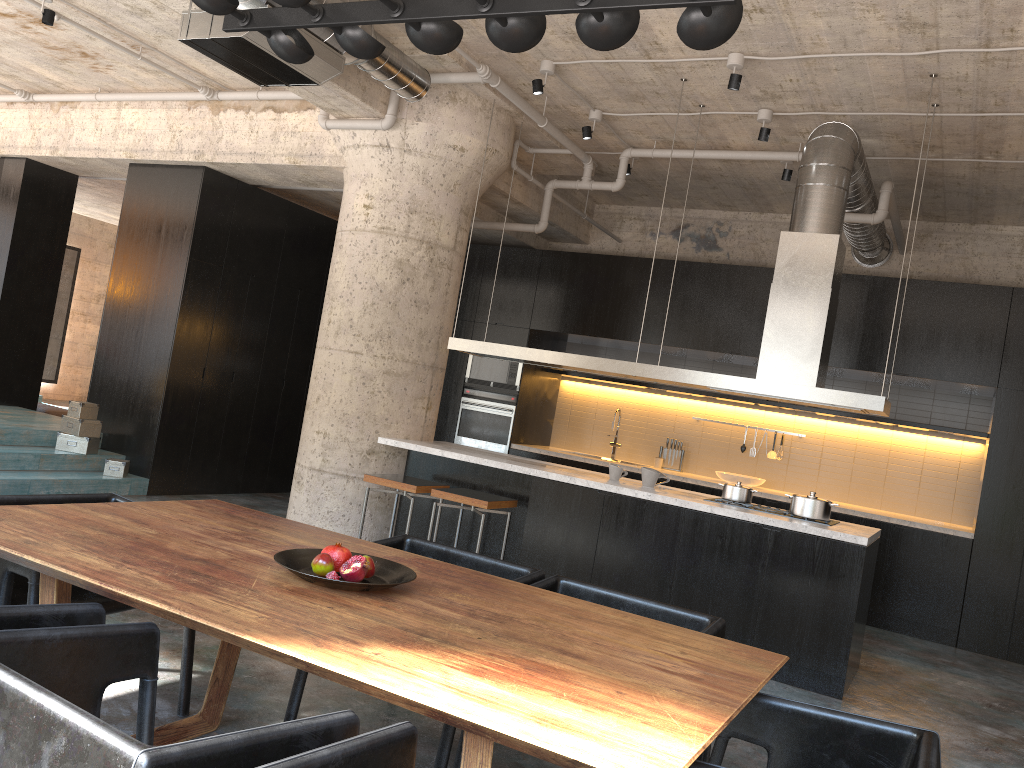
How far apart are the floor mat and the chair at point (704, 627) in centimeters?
928cm

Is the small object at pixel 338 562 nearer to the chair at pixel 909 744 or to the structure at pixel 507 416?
the chair at pixel 909 744

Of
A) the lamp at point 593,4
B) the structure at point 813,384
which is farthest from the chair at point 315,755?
the structure at point 813,384

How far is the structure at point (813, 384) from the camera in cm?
562

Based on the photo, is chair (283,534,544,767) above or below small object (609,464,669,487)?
below

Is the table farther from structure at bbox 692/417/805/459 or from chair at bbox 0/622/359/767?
structure at bbox 692/417/805/459

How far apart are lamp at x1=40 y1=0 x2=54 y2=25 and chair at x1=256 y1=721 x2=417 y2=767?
6.2m

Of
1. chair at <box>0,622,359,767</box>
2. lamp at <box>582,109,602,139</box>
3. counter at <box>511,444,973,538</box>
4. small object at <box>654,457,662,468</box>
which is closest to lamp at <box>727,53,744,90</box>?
lamp at <box>582,109,602,139</box>

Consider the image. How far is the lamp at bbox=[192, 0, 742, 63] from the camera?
2.47m

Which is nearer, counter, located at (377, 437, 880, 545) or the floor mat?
counter, located at (377, 437, 880, 545)
